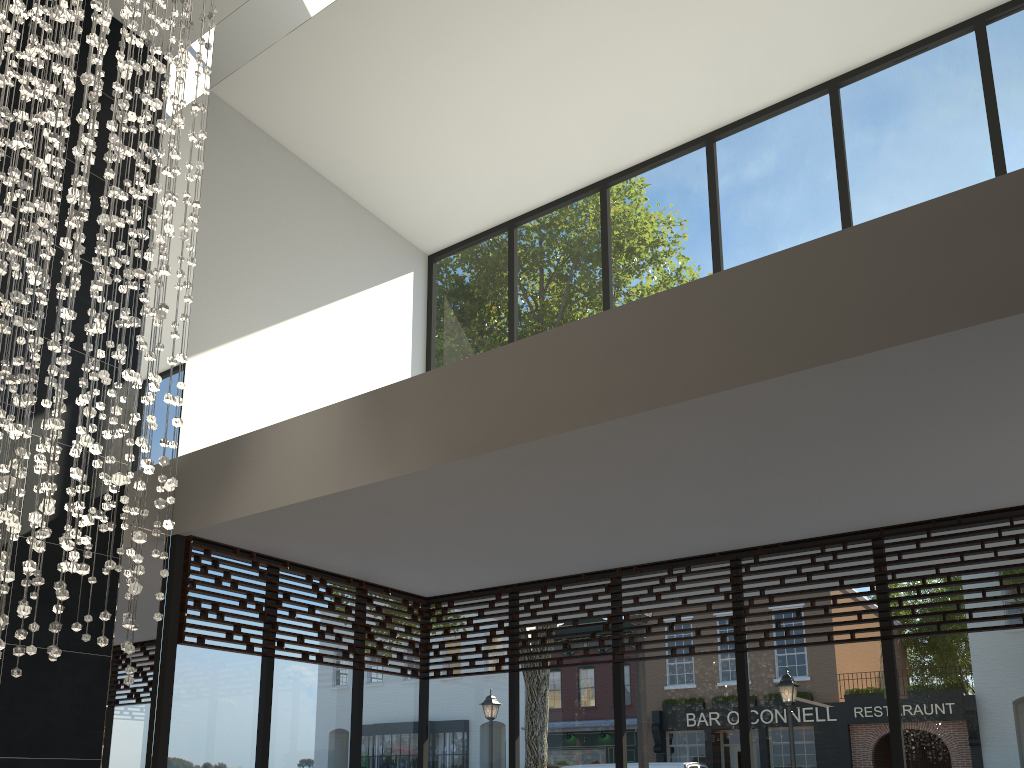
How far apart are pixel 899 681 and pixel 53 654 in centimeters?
414cm

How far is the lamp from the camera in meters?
3.1 m

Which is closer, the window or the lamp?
the lamp

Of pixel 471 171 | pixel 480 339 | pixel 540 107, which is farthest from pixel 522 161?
pixel 480 339

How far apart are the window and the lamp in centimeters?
119cm

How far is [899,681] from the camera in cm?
470

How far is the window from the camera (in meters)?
4.70
